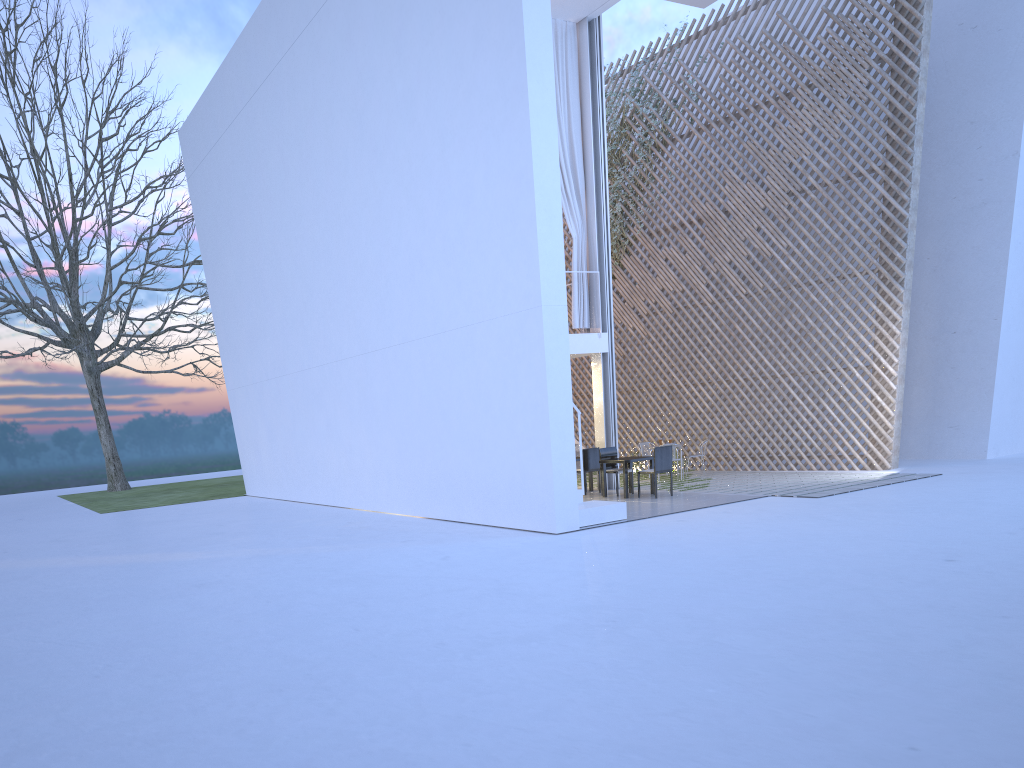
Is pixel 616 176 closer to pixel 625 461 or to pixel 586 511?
pixel 625 461

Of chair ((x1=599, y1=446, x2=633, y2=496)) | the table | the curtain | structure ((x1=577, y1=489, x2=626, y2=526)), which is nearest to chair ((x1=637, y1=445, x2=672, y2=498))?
the table

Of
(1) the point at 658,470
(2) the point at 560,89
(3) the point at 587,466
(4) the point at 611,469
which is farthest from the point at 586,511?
(2) the point at 560,89

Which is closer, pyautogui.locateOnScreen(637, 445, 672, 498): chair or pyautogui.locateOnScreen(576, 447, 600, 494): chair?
pyautogui.locateOnScreen(637, 445, 672, 498): chair

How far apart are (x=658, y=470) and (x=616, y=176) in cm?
446

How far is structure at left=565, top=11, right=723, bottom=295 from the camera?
10.3m

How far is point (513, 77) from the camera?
5.6 meters

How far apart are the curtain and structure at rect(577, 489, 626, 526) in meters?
2.5

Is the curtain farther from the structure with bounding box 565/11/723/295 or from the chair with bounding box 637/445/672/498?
the structure with bounding box 565/11/723/295

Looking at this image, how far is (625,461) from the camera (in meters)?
7.31
